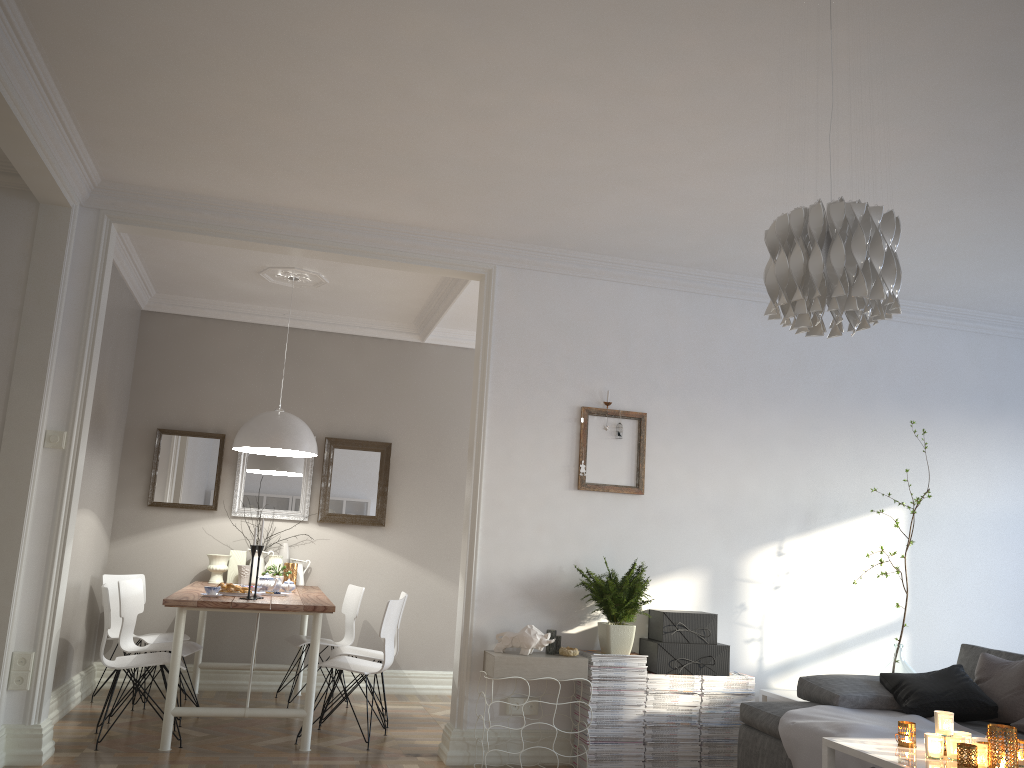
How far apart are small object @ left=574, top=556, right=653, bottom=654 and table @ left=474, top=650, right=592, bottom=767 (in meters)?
0.18

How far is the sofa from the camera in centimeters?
406cm

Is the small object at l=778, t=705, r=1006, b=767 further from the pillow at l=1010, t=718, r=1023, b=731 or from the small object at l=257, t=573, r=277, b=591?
the small object at l=257, t=573, r=277, b=591

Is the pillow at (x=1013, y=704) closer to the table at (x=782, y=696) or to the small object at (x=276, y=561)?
the table at (x=782, y=696)

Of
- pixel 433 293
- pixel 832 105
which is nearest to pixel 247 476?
pixel 433 293

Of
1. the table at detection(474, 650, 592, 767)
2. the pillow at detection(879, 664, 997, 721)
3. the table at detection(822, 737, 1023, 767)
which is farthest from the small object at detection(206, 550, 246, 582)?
the table at detection(822, 737, 1023, 767)

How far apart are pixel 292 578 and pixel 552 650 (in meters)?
2.44

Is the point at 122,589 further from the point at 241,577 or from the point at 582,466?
the point at 582,466

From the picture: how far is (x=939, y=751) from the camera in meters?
2.9 m

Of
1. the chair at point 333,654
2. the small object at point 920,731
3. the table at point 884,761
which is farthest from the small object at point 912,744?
the chair at point 333,654
